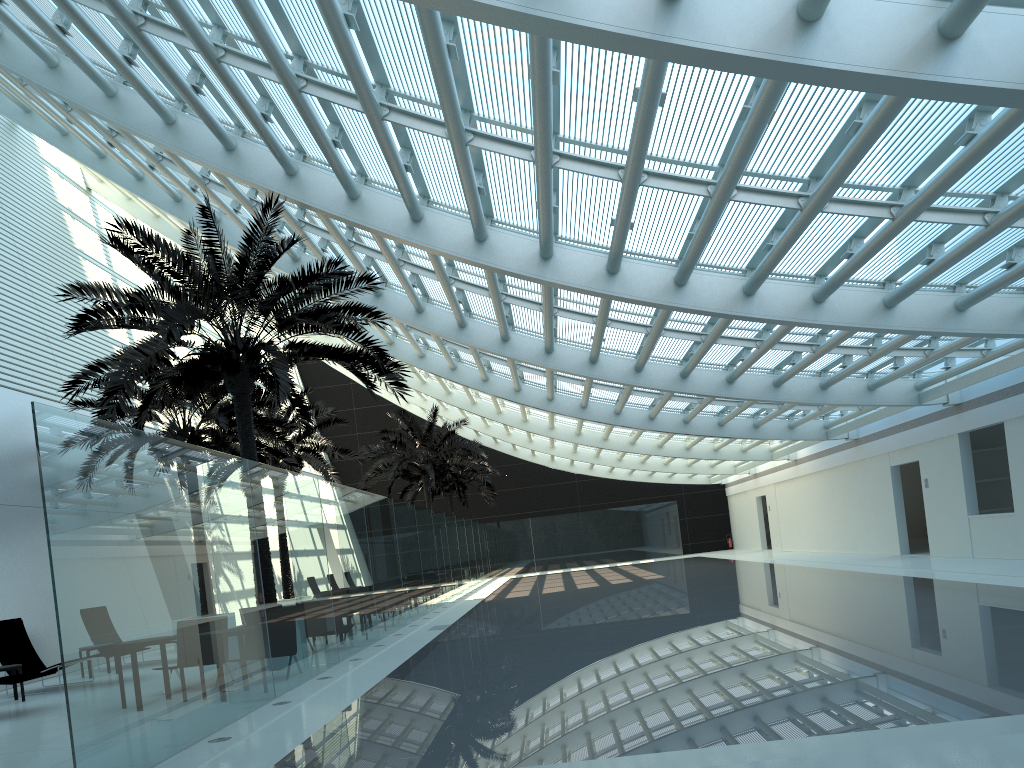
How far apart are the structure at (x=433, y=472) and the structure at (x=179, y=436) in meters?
8.8

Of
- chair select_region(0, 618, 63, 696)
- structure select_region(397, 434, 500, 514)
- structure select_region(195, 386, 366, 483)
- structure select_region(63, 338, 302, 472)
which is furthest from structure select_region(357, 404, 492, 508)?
chair select_region(0, 618, 63, 696)

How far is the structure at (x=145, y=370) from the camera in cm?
1164

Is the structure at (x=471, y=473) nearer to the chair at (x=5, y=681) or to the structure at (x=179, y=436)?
the structure at (x=179, y=436)

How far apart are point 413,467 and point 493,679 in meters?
23.0

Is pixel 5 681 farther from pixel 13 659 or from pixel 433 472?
pixel 433 472

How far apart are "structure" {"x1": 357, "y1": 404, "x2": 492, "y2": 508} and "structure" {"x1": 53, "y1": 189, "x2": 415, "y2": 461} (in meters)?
A: 14.75

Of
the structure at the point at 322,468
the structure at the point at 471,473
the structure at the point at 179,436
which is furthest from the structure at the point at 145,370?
the structure at the point at 471,473

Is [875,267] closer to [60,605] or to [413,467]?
[60,605]

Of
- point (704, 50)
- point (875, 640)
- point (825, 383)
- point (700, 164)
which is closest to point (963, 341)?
point (825, 383)
